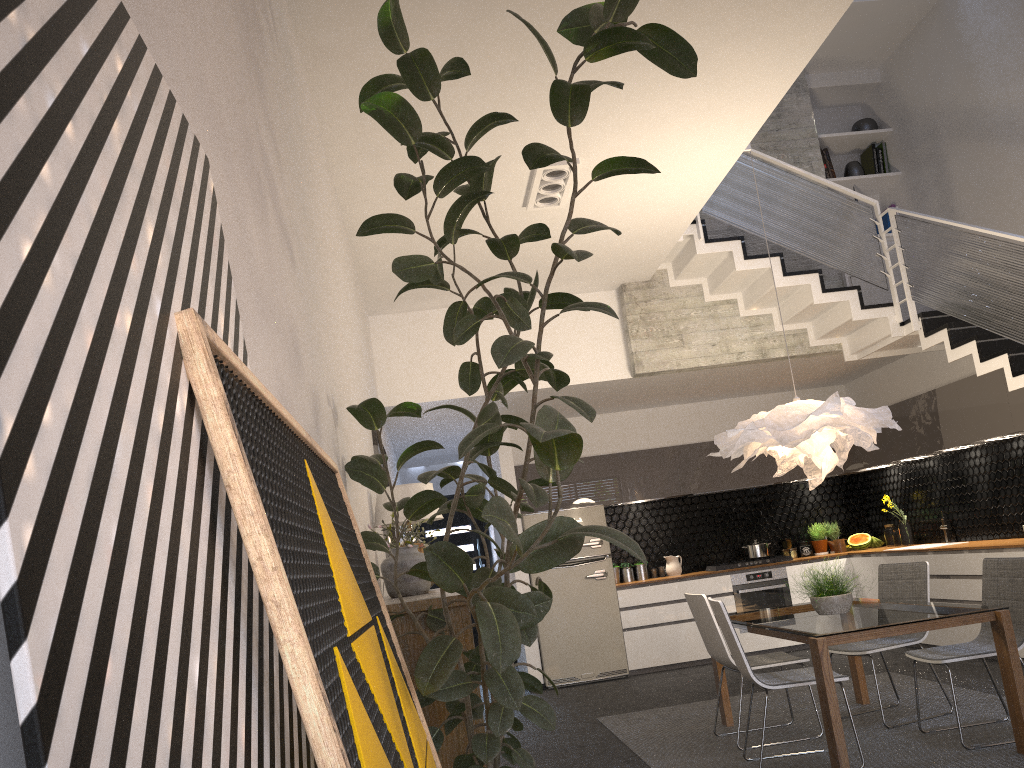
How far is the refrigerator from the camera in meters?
8.5

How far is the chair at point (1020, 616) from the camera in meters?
4.7

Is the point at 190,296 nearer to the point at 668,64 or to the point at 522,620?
the point at 522,620

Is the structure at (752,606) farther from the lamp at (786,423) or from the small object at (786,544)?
the lamp at (786,423)

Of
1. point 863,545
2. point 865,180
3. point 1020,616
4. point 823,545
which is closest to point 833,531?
point 823,545

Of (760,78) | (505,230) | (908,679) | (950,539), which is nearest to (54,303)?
(760,78)

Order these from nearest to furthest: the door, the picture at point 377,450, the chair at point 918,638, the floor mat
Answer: the floor mat, the chair at point 918,638, the picture at point 377,450, the door

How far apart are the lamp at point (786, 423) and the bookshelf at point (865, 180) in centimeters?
378cm

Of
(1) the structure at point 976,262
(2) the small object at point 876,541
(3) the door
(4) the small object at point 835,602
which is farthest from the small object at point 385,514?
(3) the door

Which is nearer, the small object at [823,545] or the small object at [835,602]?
the small object at [835,602]
